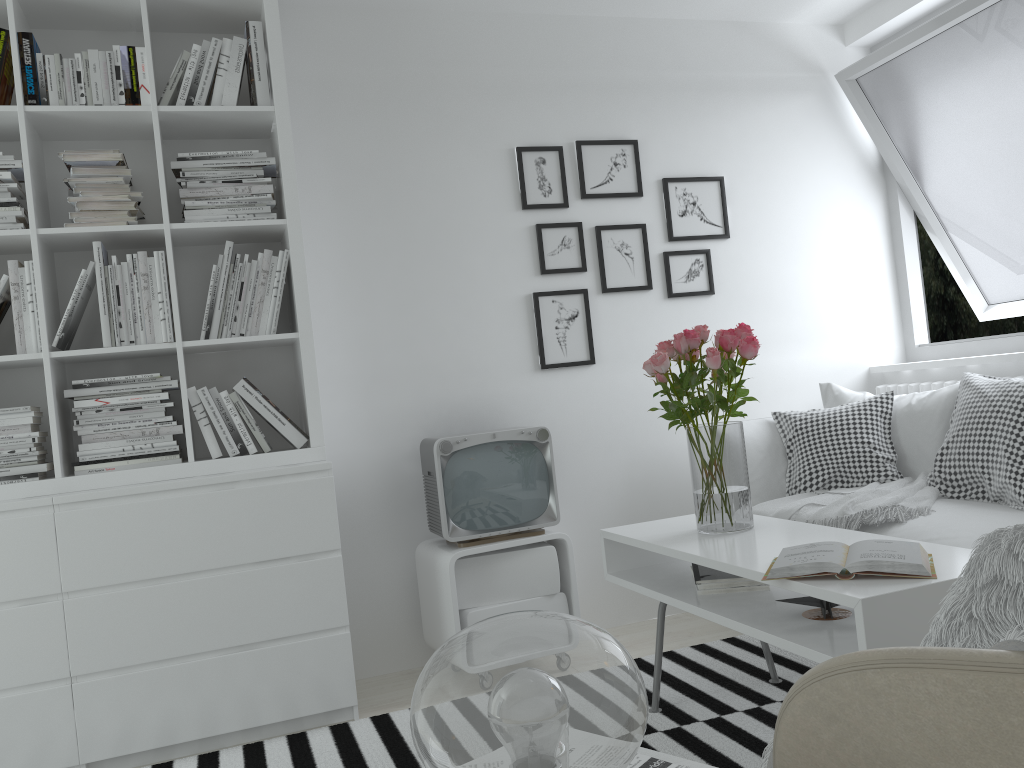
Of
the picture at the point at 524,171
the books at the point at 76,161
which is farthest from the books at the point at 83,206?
the picture at the point at 524,171

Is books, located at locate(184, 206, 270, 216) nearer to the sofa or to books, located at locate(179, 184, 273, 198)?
books, located at locate(179, 184, 273, 198)

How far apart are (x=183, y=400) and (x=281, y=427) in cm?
31

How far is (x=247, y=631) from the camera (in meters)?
2.70

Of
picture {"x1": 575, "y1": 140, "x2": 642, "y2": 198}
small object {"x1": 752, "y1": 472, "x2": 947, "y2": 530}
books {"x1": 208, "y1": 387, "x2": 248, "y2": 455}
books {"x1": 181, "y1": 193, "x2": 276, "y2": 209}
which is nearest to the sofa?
small object {"x1": 752, "y1": 472, "x2": 947, "y2": 530}

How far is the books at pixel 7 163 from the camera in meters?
2.7 m

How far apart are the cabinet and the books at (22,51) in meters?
1.9

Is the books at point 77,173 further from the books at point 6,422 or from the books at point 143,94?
the books at point 6,422

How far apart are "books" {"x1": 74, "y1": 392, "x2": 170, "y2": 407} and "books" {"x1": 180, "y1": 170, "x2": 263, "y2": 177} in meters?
0.7

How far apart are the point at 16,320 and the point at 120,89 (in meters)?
0.79
